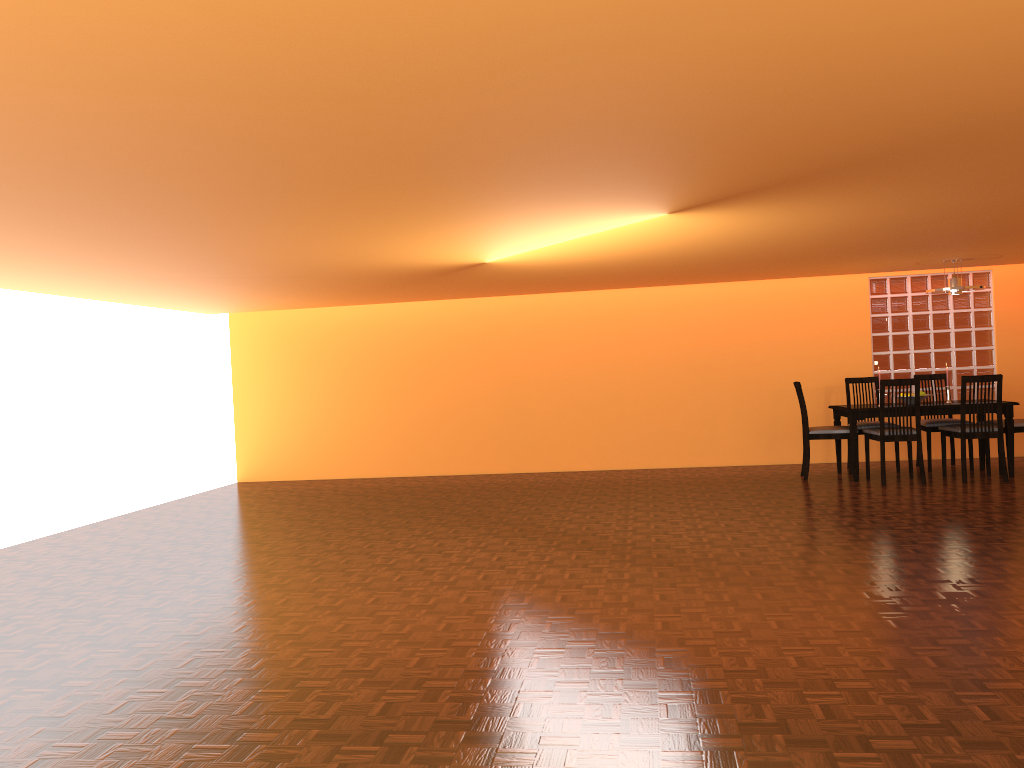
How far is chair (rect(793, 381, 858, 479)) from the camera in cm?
711

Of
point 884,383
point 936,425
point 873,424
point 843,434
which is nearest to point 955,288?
point 884,383

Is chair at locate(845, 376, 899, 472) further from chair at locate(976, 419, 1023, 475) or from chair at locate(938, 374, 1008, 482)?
chair at locate(976, 419, 1023, 475)

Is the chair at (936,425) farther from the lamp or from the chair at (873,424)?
the lamp

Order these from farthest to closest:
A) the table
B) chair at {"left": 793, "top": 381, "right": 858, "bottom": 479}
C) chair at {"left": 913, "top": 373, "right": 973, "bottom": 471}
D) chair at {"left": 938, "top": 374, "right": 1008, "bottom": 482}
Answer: chair at {"left": 913, "top": 373, "right": 973, "bottom": 471} → chair at {"left": 793, "top": 381, "right": 858, "bottom": 479} → the table → chair at {"left": 938, "top": 374, "right": 1008, "bottom": 482}

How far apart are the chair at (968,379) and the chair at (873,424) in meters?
0.6 m

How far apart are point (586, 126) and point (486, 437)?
6.3 meters

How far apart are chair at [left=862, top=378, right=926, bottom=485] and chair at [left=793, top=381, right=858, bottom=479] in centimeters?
16cm

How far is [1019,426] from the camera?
6.9m

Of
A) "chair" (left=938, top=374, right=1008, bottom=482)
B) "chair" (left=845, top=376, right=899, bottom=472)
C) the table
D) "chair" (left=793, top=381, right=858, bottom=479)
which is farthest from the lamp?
"chair" (left=793, top=381, right=858, bottom=479)
